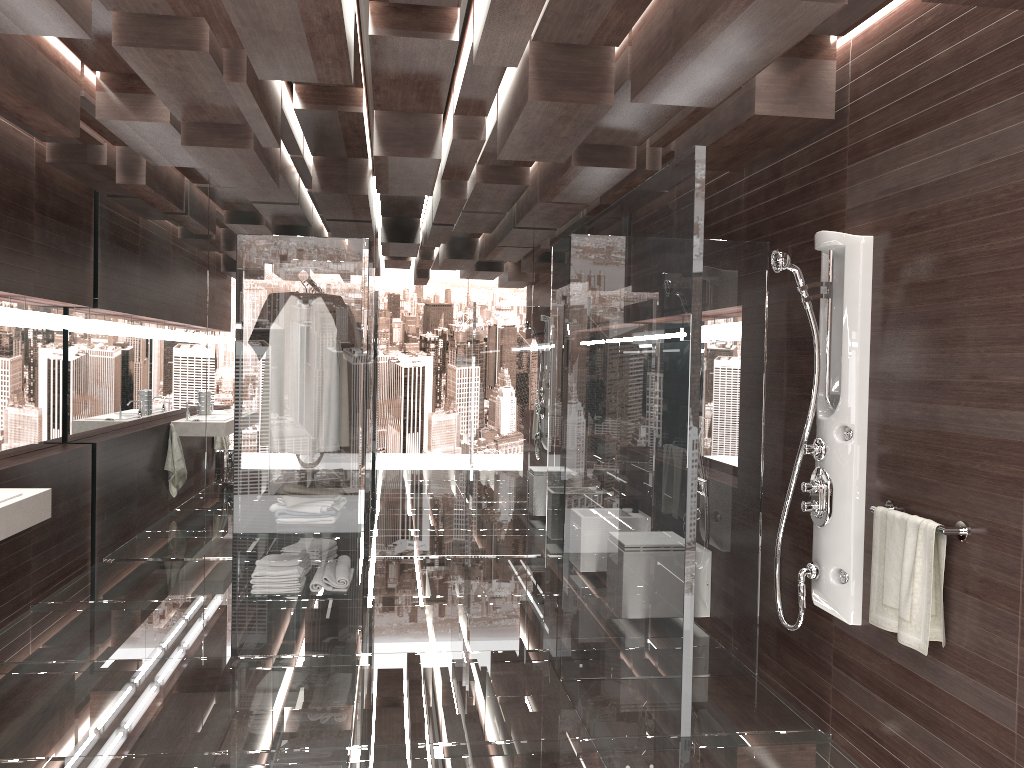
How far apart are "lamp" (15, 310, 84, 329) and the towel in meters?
4.5 m

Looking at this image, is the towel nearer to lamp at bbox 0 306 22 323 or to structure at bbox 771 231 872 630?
structure at bbox 771 231 872 630

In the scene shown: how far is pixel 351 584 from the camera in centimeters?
422cm

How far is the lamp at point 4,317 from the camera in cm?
470

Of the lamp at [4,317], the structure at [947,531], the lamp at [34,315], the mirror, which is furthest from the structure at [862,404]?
the mirror

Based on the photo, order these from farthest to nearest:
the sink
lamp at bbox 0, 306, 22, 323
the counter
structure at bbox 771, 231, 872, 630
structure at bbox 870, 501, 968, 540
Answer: lamp at bbox 0, 306, 22, 323 < the sink < the counter < structure at bbox 771, 231, 872, 630 < structure at bbox 870, 501, 968, 540

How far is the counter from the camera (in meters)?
3.53

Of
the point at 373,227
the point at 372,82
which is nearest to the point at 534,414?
the point at 373,227

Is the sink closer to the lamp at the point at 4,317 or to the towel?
the lamp at the point at 4,317

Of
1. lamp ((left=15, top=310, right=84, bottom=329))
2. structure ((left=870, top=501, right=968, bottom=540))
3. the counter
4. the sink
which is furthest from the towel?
lamp ((left=15, top=310, right=84, bottom=329))
